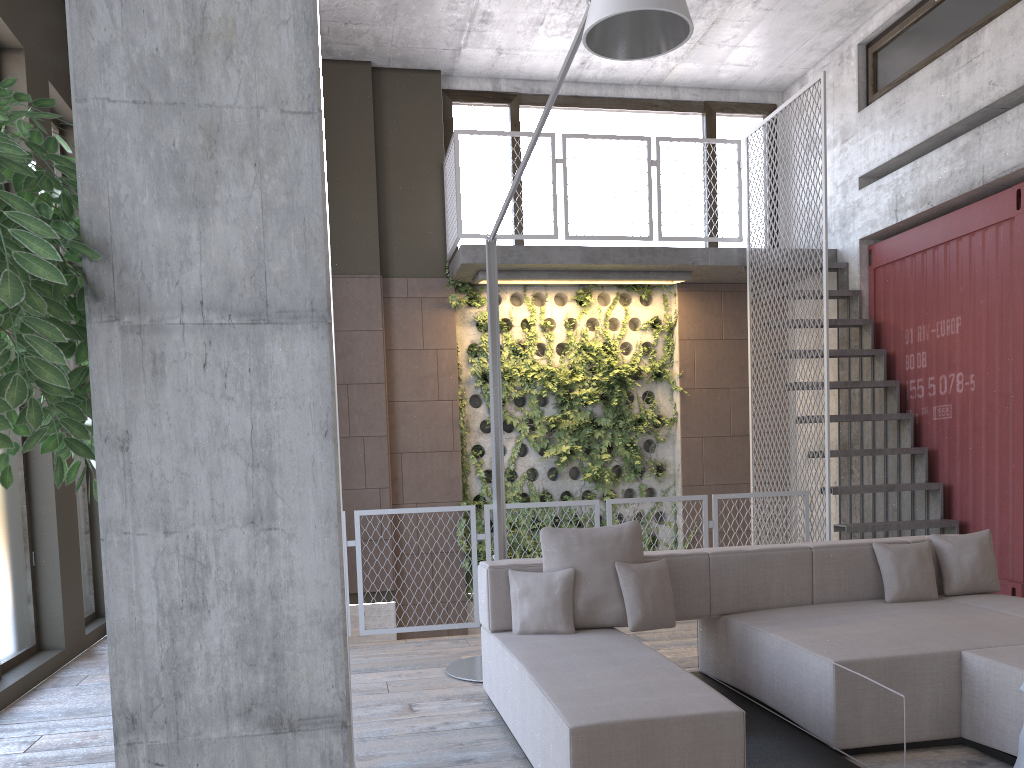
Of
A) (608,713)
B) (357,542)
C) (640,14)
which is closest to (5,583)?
(357,542)

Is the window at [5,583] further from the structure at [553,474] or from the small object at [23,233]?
the small object at [23,233]

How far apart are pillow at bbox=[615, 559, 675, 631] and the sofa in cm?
7

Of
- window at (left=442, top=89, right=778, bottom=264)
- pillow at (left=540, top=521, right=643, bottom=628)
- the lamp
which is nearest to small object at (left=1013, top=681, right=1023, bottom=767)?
pillow at (left=540, top=521, right=643, bottom=628)

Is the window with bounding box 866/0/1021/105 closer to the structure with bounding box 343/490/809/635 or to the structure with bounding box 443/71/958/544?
the structure with bounding box 443/71/958/544

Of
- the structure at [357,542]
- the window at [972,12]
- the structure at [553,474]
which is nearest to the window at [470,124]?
the structure at [553,474]

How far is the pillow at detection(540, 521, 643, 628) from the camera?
4.4m

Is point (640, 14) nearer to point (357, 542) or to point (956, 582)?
point (956, 582)

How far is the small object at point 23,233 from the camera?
1.42m

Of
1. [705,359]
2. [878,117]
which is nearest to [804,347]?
[705,359]
